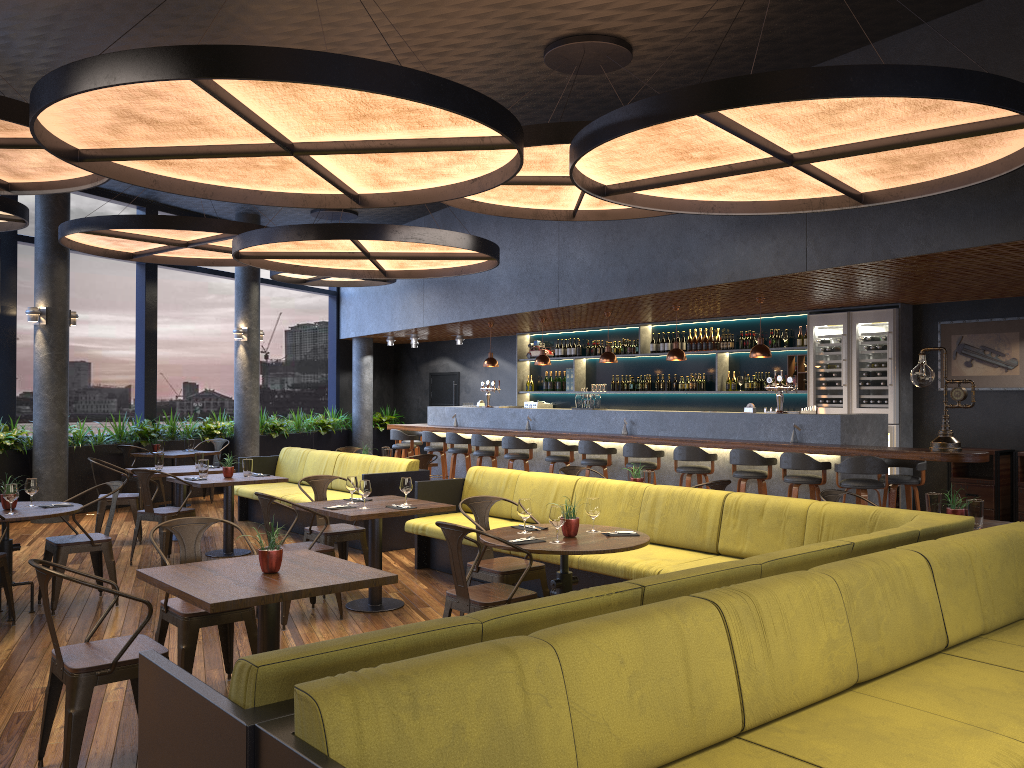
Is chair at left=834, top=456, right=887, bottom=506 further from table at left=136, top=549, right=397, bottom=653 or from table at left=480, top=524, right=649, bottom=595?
table at left=136, top=549, right=397, bottom=653

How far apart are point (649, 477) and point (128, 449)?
7.6 meters

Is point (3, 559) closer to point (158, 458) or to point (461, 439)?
point (158, 458)

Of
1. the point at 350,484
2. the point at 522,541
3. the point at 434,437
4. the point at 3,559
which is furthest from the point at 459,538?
the point at 434,437

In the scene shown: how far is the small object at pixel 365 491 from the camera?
6.5m

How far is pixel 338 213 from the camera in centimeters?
1399cm

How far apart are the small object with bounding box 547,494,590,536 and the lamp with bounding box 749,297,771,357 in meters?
5.4 m

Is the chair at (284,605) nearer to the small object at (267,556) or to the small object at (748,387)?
the small object at (267,556)

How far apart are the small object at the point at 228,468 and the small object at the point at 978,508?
6.6m

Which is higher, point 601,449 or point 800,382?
point 800,382
